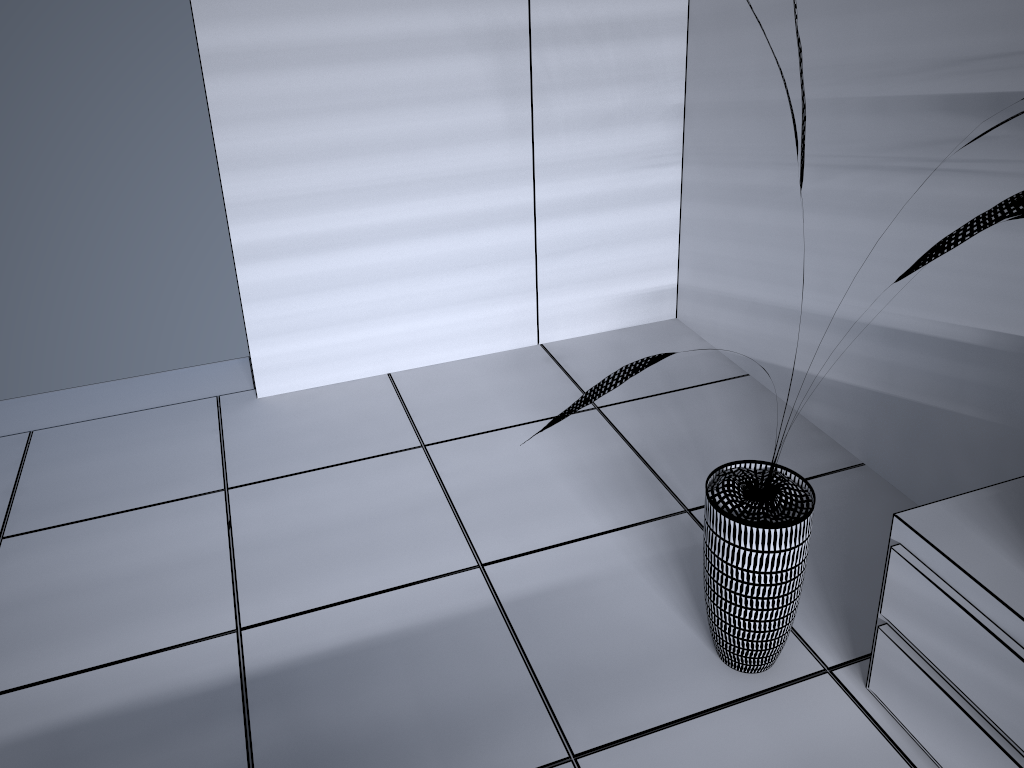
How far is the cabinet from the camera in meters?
1.5

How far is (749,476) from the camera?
1.9 meters

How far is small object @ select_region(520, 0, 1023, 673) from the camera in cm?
173

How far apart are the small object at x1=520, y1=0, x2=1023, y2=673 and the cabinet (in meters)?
0.16

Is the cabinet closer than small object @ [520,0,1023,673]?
Yes

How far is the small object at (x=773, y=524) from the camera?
1.73m

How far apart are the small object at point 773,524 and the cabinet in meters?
0.2
